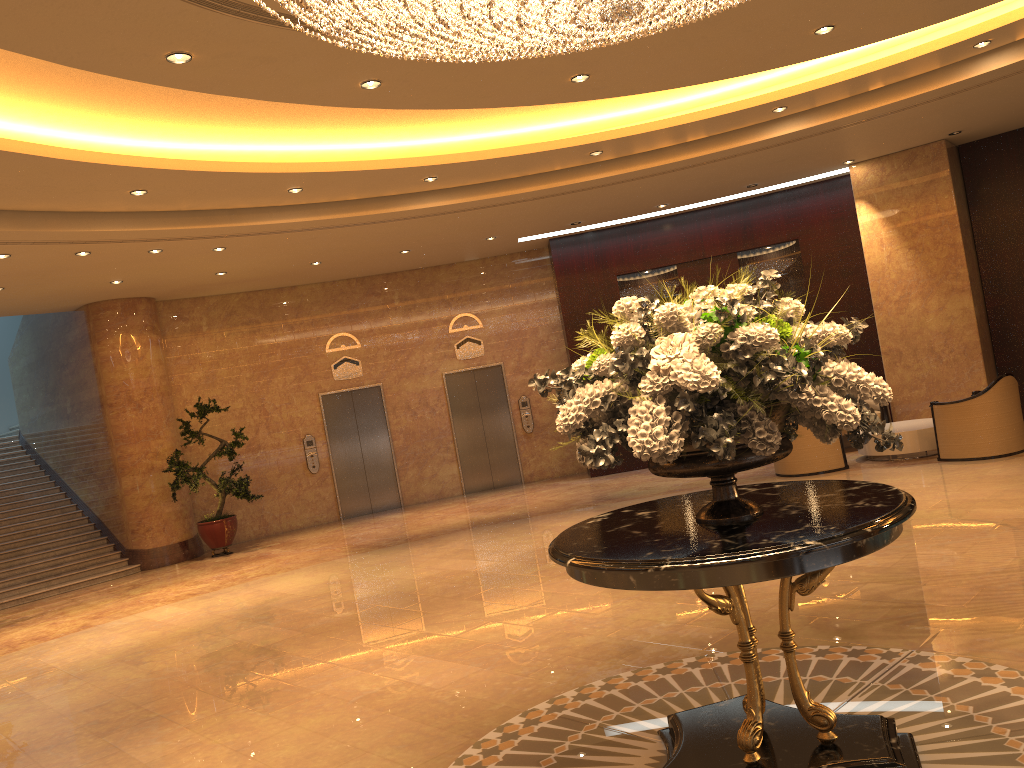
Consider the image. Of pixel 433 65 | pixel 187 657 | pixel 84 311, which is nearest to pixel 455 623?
pixel 187 657

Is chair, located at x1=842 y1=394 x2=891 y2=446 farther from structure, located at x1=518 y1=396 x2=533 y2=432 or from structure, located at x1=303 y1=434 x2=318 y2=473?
structure, located at x1=303 y1=434 x2=318 y2=473

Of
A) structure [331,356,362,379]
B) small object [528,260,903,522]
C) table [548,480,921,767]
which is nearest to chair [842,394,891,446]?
structure [331,356,362,379]

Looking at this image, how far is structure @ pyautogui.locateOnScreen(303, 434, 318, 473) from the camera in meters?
14.6 m

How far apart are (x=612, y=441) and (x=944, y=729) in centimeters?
204cm

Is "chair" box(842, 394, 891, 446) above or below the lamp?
below

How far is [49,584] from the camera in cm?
1225

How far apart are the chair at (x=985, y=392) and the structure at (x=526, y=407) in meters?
6.8 m

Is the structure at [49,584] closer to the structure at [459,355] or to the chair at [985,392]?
the structure at [459,355]

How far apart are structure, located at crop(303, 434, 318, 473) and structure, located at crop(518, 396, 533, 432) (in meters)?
3.59
